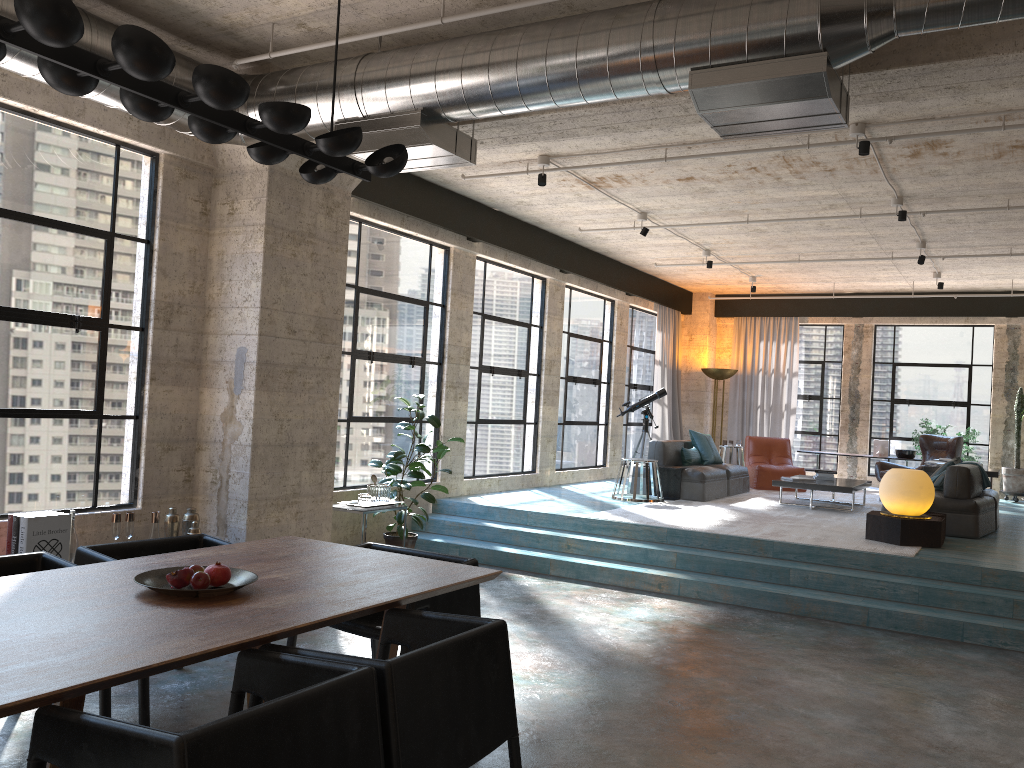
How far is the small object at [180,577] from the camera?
3.22m

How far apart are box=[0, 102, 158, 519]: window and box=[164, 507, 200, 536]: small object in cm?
45

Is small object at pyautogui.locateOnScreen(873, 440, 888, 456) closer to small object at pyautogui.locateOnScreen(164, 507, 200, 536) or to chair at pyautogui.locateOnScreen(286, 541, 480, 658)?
small object at pyautogui.locateOnScreen(164, 507, 200, 536)

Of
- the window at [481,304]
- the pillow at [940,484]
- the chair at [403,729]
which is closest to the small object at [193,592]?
the chair at [403,729]

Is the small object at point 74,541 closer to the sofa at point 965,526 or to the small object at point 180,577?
the small object at point 180,577

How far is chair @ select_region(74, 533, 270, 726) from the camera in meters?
3.8

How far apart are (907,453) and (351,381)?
9.3m

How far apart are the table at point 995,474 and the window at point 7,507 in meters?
8.8 m

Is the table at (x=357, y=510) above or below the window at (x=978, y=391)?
below

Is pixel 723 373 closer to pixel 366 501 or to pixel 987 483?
pixel 987 483
